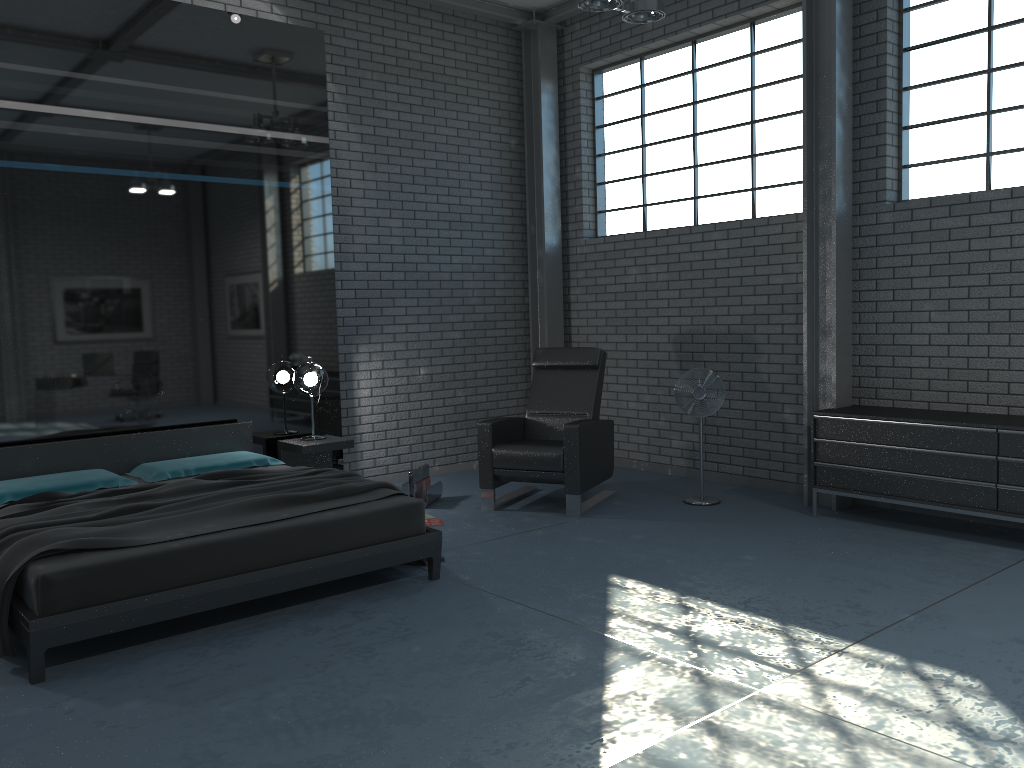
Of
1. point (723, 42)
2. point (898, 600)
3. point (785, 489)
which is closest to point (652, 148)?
Result: point (723, 42)

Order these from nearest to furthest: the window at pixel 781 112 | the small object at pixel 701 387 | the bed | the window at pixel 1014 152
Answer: the bed
the window at pixel 1014 152
the small object at pixel 701 387
the window at pixel 781 112

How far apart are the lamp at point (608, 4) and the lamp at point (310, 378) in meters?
3.0 m

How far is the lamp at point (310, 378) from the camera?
6.27m

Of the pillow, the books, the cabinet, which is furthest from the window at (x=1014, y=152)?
the pillow

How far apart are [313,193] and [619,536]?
3.39m

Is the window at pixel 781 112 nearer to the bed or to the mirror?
the mirror

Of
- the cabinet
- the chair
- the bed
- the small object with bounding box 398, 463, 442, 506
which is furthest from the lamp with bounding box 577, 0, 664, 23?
the small object with bounding box 398, 463, 442, 506

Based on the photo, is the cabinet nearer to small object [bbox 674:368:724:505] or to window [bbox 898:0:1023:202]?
small object [bbox 674:368:724:505]

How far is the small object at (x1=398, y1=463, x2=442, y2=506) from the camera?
6.31m
